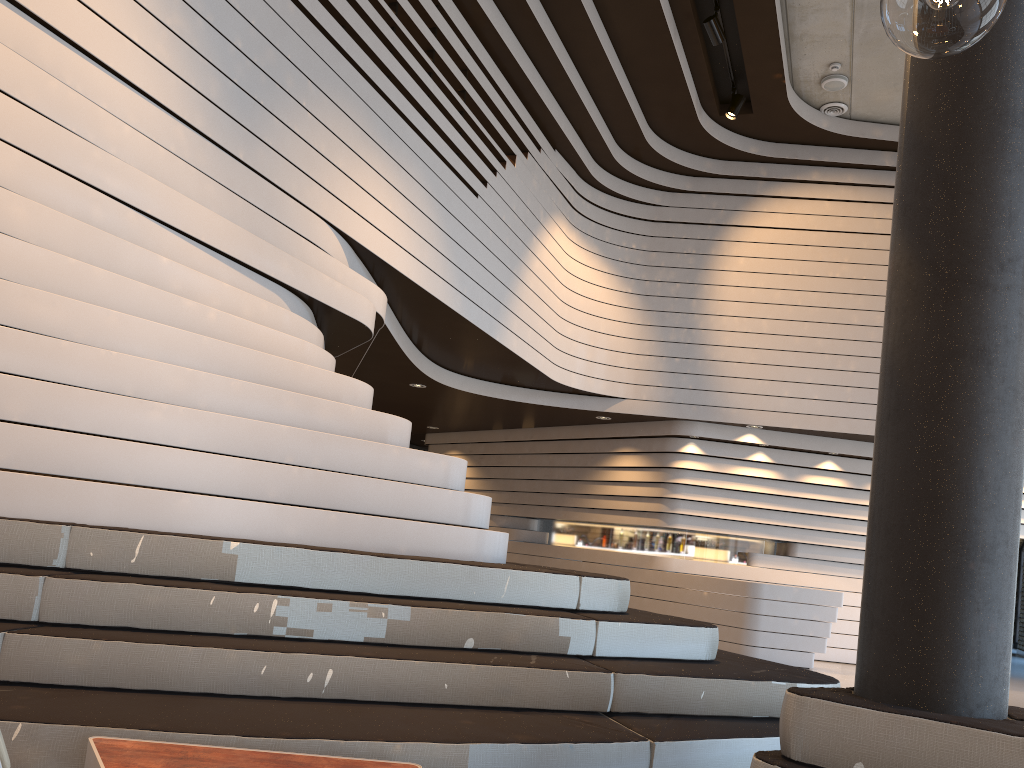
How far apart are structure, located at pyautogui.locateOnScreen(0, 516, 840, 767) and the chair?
1.52m

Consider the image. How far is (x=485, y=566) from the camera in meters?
3.9

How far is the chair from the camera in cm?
110

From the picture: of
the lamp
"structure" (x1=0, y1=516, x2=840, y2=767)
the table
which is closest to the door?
"structure" (x1=0, y1=516, x2=840, y2=767)

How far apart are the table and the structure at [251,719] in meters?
0.1

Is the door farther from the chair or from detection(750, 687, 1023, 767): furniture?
the chair

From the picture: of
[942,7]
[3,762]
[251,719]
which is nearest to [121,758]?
[251,719]

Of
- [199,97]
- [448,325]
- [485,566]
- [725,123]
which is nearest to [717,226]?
[725,123]

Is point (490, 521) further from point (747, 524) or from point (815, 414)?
point (815, 414)

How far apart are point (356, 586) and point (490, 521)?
9.7 meters
